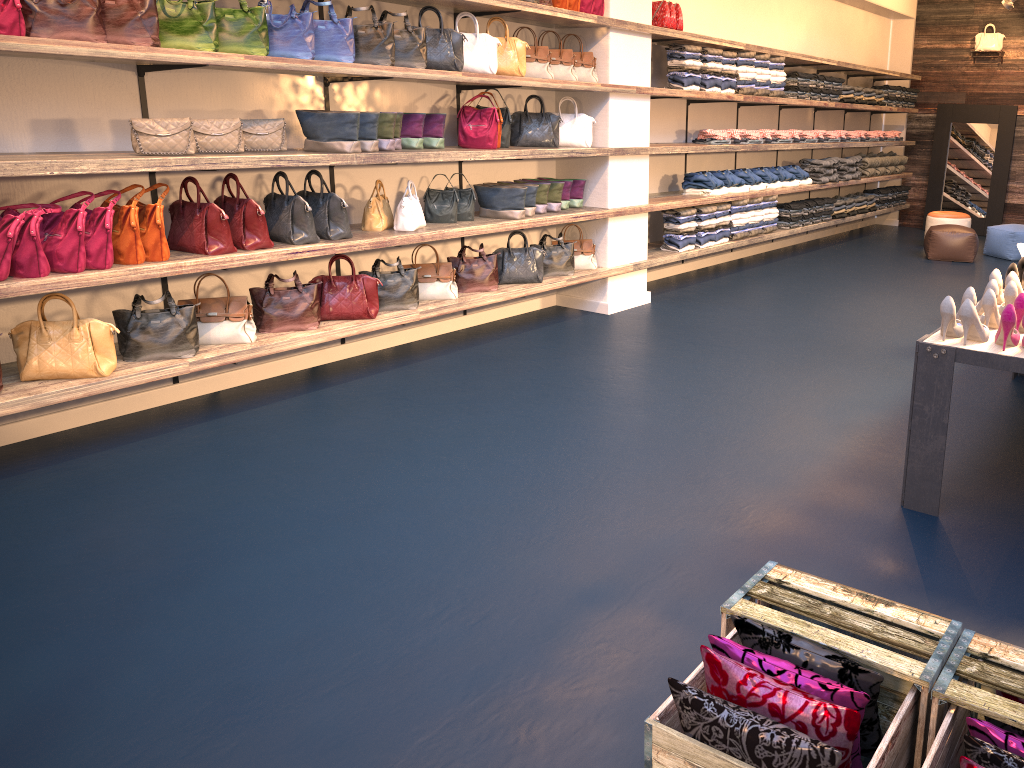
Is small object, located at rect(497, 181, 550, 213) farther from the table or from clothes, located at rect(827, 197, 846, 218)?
clothes, located at rect(827, 197, 846, 218)

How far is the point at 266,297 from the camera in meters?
5.0 m

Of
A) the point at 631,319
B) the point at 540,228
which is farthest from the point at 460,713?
the point at 540,228

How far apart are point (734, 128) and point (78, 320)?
7.2m

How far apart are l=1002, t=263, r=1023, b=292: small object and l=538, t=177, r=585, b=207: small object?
3.37m

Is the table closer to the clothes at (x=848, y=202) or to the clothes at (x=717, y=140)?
the clothes at (x=717, y=140)

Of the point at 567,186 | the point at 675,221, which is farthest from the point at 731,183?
the point at 567,186

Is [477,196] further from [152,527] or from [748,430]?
[152,527]

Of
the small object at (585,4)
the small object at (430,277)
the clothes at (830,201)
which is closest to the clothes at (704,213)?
the small object at (585,4)

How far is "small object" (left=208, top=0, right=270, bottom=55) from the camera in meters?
4.4 m
